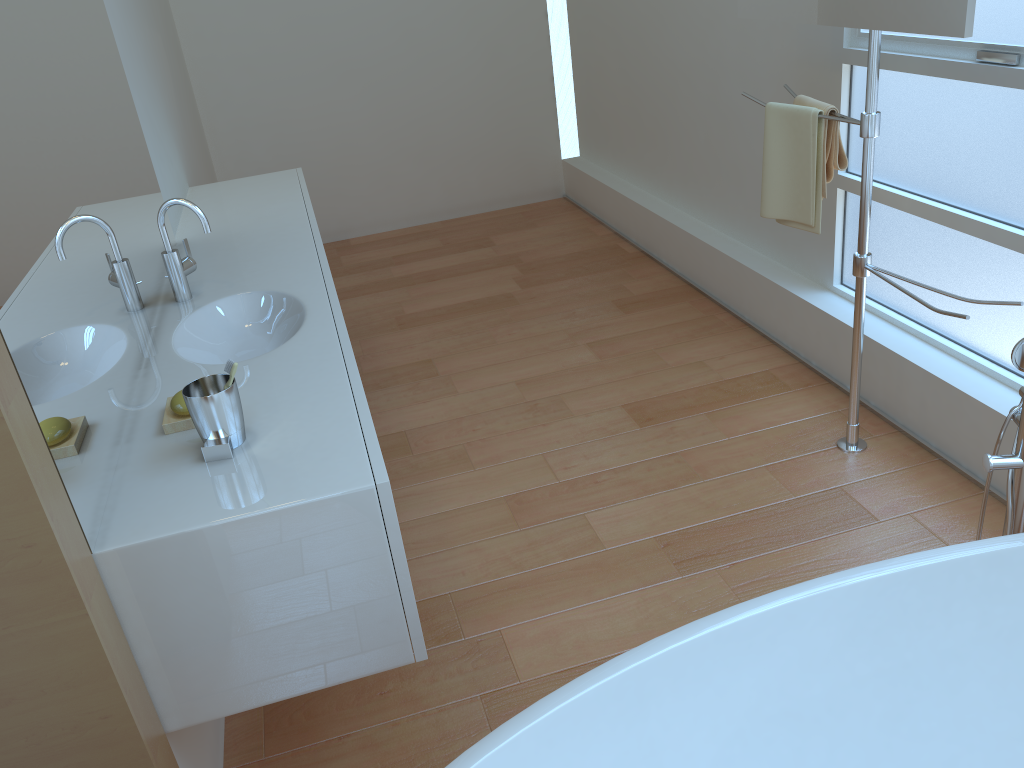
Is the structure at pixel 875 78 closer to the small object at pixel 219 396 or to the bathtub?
the bathtub

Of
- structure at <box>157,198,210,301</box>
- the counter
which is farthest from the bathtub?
structure at <box>157,198,210,301</box>

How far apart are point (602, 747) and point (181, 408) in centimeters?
96cm

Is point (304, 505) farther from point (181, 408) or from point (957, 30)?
point (957, 30)

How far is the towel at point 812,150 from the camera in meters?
2.5 m

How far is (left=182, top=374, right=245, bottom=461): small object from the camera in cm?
150

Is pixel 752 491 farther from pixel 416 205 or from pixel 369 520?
pixel 416 205

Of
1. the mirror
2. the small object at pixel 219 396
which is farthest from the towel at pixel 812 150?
the small object at pixel 219 396

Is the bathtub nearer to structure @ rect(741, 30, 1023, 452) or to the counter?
the counter

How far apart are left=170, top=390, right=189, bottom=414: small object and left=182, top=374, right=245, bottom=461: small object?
0.10m
